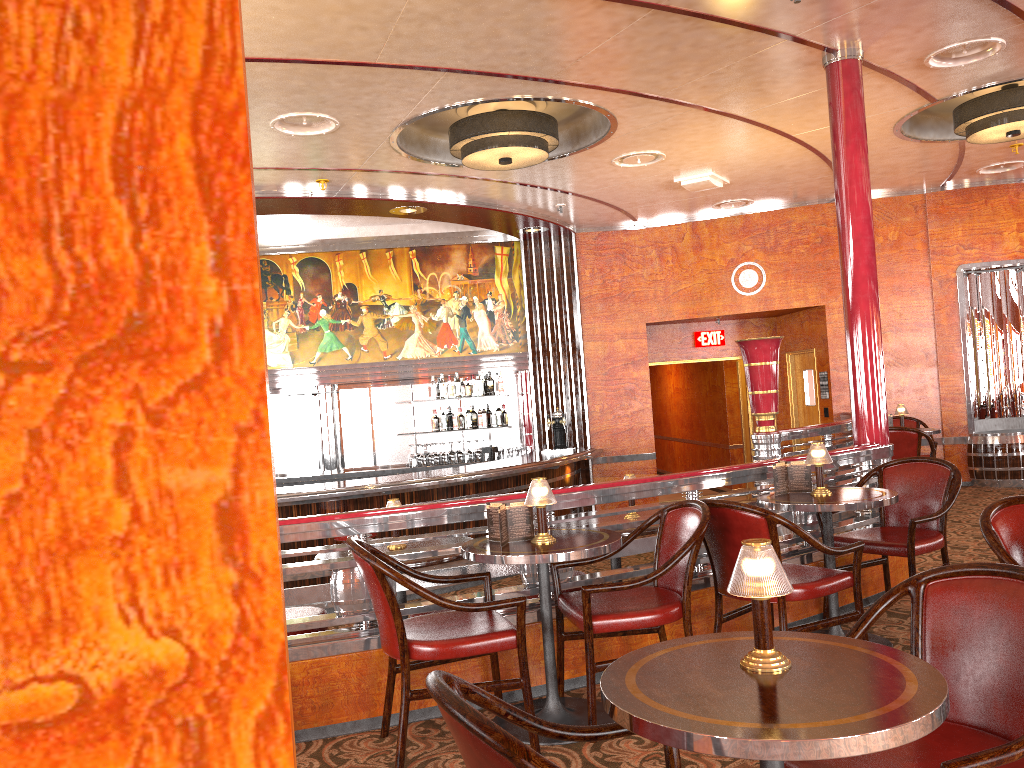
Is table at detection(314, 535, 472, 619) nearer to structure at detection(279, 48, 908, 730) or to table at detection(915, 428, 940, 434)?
structure at detection(279, 48, 908, 730)

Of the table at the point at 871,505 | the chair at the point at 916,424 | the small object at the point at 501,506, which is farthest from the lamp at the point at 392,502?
the chair at the point at 916,424

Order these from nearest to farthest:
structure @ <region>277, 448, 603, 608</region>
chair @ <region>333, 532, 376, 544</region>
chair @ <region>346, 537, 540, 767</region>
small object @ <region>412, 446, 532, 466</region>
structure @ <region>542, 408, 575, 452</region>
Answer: chair @ <region>346, 537, 540, 767</region>, chair @ <region>333, 532, 376, 544</region>, structure @ <region>277, 448, 603, 608</region>, structure @ <region>542, 408, 575, 452</region>, small object @ <region>412, 446, 532, 466</region>

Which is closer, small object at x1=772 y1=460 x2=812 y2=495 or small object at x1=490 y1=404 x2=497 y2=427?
small object at x1=772 y1=460 x2=812 y2=495

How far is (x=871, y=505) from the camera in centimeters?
392cm

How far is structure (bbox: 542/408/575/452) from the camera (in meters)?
10.15

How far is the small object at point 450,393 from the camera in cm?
1039

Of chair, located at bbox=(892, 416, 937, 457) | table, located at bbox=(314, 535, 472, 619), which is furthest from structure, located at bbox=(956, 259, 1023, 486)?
table, located at bbox=(314, 535, 472, 619)

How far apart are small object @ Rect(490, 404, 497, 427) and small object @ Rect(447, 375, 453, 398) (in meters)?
0.56

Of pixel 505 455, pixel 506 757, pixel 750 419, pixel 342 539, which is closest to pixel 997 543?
pixel 506 757
